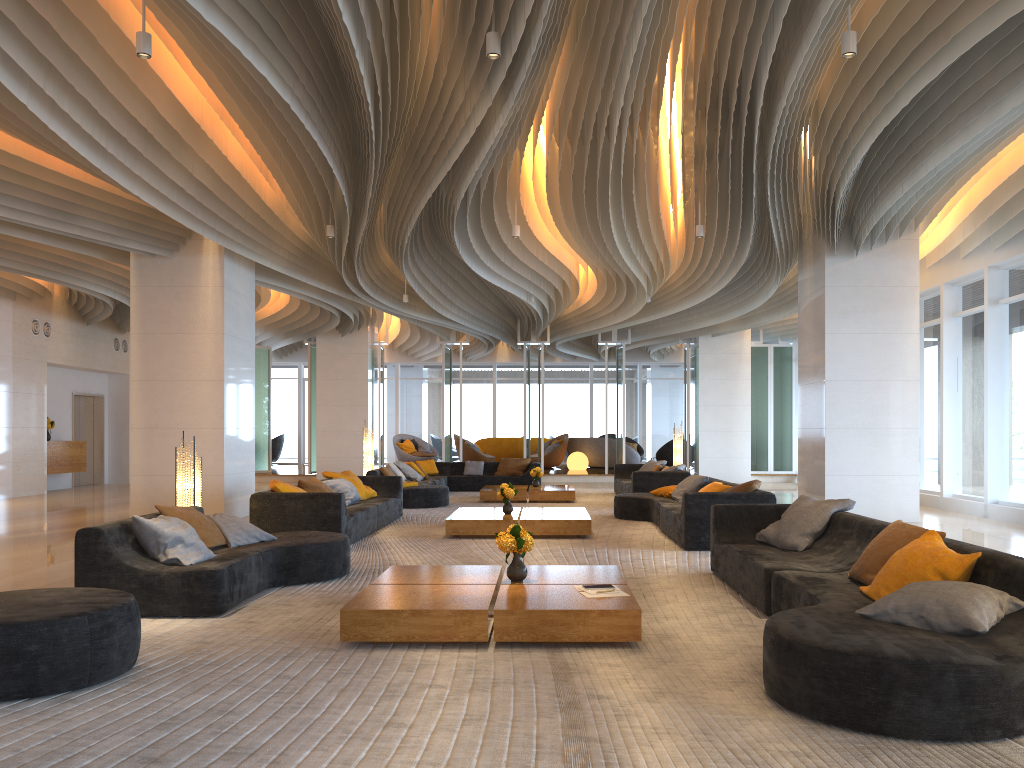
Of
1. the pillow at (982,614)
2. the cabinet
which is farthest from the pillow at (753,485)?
the cabinet

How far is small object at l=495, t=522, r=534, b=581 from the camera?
5.52m

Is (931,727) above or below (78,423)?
below

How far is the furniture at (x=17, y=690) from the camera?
3.76m

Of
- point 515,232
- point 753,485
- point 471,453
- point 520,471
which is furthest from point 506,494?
point 471,453

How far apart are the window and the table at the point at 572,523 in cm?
602

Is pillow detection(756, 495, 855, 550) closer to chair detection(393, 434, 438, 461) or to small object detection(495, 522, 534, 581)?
small object detection(495, 522, 534, 581)

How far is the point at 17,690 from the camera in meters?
3.8

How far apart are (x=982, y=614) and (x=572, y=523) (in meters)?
6.22

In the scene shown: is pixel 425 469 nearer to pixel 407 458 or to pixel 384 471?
pixel 384 471
